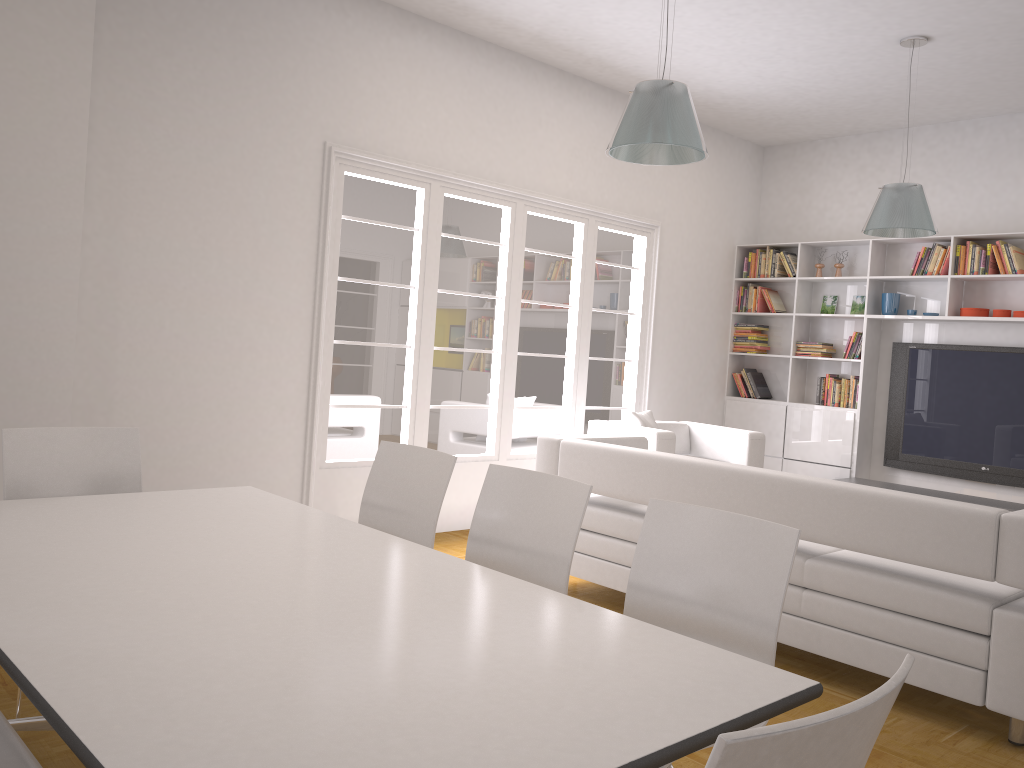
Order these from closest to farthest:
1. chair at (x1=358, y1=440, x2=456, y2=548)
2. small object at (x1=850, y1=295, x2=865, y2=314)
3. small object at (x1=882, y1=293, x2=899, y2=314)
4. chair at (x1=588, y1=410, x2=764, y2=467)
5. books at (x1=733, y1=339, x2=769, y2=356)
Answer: chair at (x1=358, y1=440, x2=456, y2=548) → chair at (x1=588, y1=410, x2=764, y2=467) → small object at (x1=882, y1=293, x2=899, y2=314) → small object at (x1=850, y1=295, x2=865, y2=314) → books at (x1=733, y1=339, x2=769, y2=356)

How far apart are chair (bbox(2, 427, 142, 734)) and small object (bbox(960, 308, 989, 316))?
6.26m

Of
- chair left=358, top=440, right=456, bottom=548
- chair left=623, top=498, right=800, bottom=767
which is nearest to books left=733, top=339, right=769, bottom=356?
chair left=358, top=440, right=456, bottom=548

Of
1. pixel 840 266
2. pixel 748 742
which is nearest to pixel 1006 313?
pixel 840 266

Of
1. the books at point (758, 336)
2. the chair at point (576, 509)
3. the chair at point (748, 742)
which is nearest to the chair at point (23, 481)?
the chair at point (576, 509)

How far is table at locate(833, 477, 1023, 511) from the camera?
6.5 meters

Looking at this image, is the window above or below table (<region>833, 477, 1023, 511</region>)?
above

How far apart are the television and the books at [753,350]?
1.2m

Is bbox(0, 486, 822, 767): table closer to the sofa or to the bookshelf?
the sofa

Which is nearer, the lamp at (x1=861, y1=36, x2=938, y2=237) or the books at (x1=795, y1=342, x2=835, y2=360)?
the lamp at (x1=861, y1=36, x2=938, y2=237)
